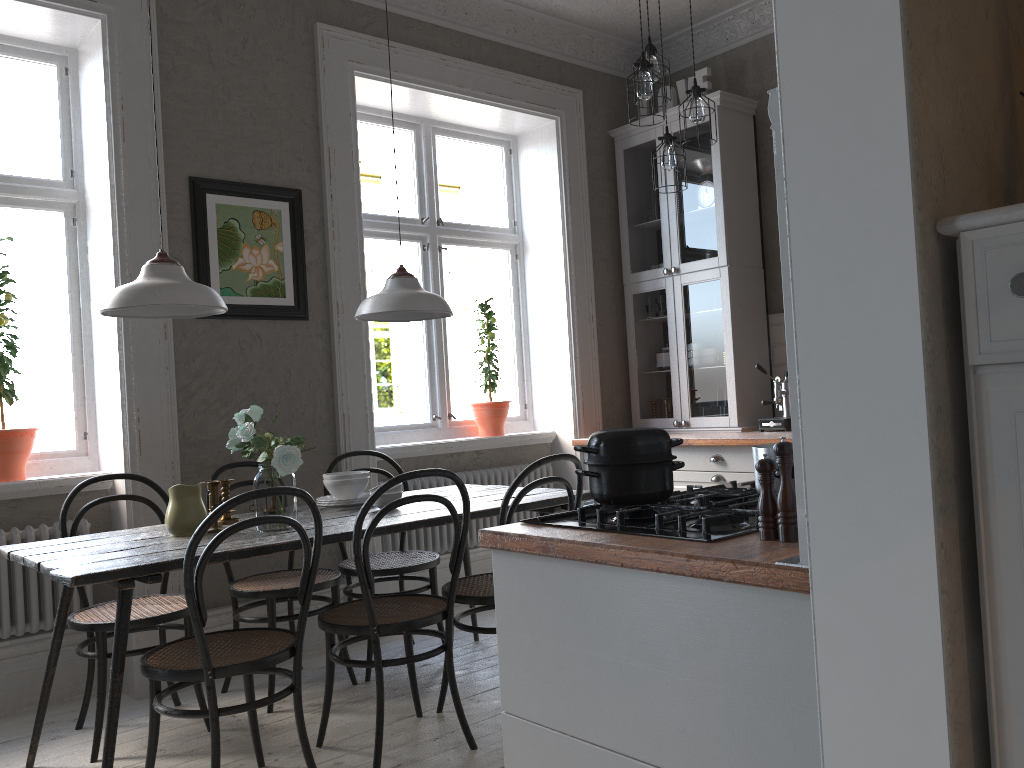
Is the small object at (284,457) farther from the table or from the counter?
the counter

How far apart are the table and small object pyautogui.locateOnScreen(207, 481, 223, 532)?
0.10m

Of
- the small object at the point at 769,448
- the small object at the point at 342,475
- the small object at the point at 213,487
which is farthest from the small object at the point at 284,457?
the small object at the point at 769,448

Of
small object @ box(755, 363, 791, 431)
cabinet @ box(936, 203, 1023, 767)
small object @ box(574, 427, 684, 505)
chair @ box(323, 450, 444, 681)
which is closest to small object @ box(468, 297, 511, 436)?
chair @ box(323, 450, 444, 681)

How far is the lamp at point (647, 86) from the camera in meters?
3.5 m

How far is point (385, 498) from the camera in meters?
3.3 m

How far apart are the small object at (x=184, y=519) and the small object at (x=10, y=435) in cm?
104

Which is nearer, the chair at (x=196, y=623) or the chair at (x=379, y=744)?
the chair at (x=196, y=623)

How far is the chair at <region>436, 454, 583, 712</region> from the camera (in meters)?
2.93

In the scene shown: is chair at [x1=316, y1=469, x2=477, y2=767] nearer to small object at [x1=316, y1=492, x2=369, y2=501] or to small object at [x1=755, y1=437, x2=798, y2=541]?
small object at [x1=316, y1=492, x2=369, y2=501]
